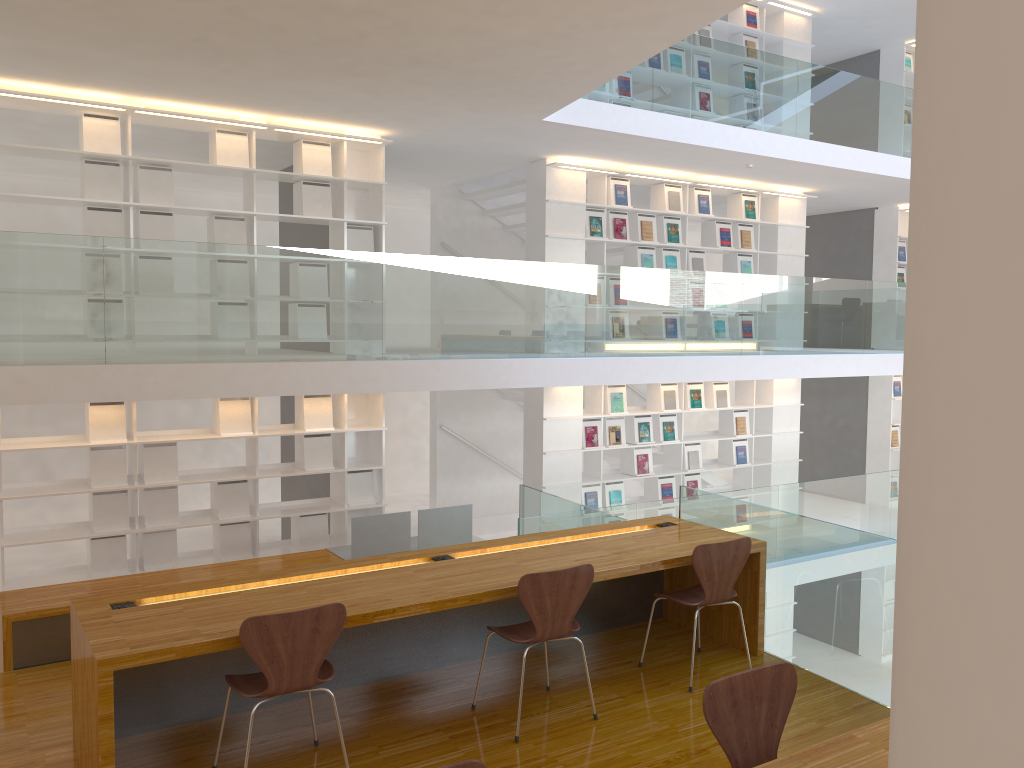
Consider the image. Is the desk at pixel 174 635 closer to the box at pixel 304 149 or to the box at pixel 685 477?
the box at pixel 304 149

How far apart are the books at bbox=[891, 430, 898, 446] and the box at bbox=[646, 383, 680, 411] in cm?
397

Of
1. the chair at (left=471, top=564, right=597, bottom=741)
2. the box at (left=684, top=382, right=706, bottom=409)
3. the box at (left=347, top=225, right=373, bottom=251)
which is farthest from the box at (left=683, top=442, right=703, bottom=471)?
the chair at (left=471, top=564, right=597, bottom=741)

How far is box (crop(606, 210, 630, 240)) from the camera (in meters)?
8.78

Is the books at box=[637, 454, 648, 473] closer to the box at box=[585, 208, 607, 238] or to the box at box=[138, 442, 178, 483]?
the box at box=[585, 208, 607, 238]

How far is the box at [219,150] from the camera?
6.8 meters

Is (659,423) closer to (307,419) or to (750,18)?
(307,419)

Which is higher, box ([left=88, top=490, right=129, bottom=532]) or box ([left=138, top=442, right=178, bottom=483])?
box ([left=138, top=442, right=178, bottom=483])

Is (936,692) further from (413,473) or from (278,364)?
(413,473)

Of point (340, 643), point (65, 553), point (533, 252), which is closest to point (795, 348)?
point (533, 252)
